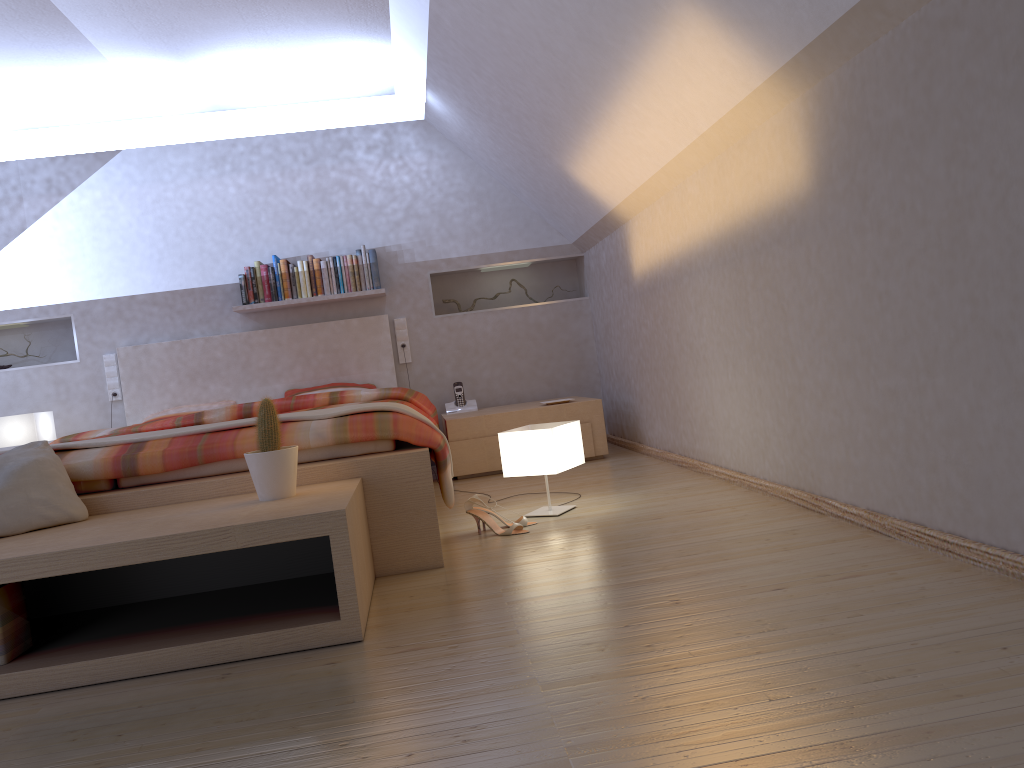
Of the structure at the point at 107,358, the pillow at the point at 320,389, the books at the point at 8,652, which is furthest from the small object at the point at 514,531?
the structure at the point at 107,358

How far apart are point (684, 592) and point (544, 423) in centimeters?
151cm

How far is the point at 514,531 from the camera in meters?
3.1 m

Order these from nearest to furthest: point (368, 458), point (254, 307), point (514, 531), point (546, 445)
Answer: point (368, 458) → point (514, 531) → point (546, 445) → point (254, 307)

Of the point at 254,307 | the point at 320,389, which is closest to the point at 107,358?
the point at 254,307

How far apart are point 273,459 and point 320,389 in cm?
309

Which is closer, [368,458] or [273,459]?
[273,459]

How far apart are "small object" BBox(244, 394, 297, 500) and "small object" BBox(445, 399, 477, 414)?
3.01m

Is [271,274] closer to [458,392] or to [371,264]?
[371,264]

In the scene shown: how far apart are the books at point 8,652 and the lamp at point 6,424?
3.14m
